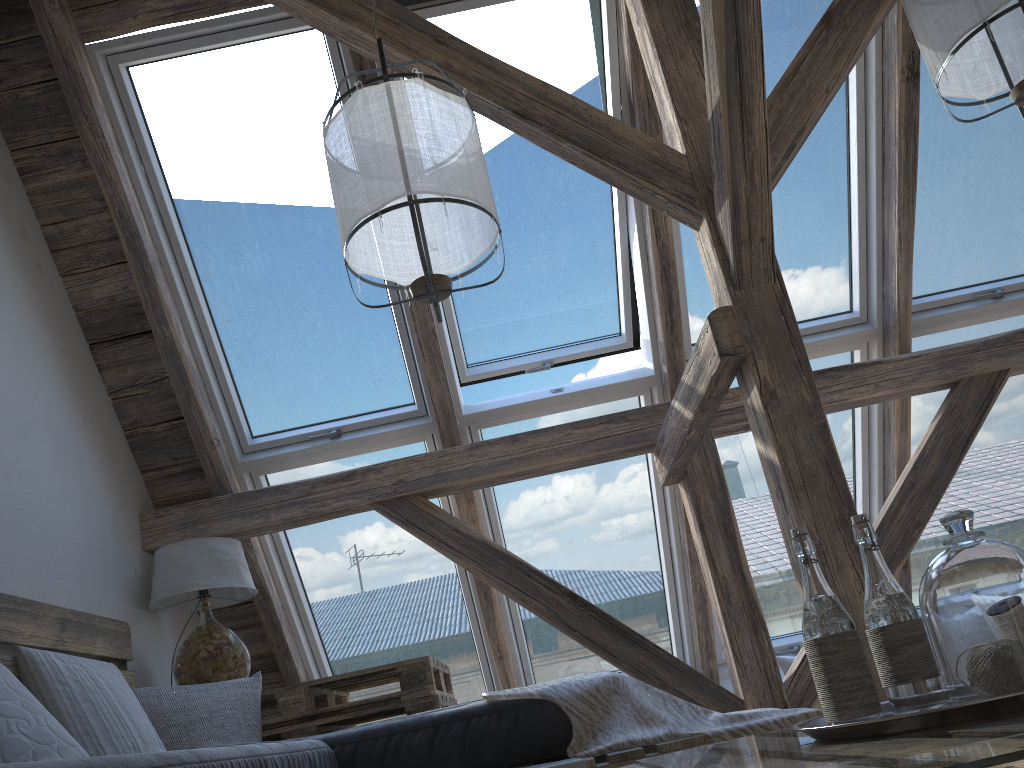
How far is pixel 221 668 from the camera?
3.0 meters

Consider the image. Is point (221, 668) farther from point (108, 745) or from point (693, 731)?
point (693, 731)

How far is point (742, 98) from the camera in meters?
2.2

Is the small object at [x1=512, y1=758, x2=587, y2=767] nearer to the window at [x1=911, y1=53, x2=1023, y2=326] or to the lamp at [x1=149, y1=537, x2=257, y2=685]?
the lamp at [x1=149, y1=537, x2=257, y2=685]

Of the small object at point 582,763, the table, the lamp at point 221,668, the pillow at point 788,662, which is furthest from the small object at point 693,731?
the pillow at point 788,662

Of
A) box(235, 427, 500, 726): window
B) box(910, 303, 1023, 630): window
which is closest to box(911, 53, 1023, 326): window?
box(910, 303, 1023, 630): window

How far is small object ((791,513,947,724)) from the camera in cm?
105

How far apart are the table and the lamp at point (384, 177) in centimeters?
136cm

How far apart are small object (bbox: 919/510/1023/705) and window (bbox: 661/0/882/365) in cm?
244

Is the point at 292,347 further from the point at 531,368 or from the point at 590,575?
the point at 590,575
